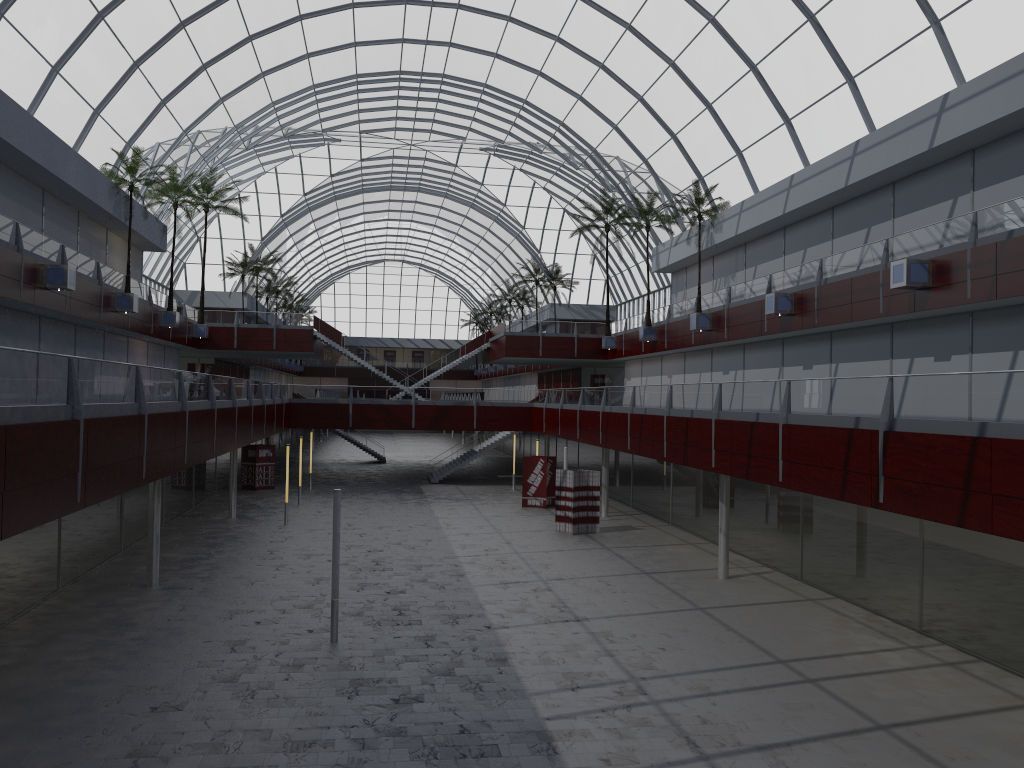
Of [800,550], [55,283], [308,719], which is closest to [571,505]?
[800,550]

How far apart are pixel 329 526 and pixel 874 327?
28.07m
